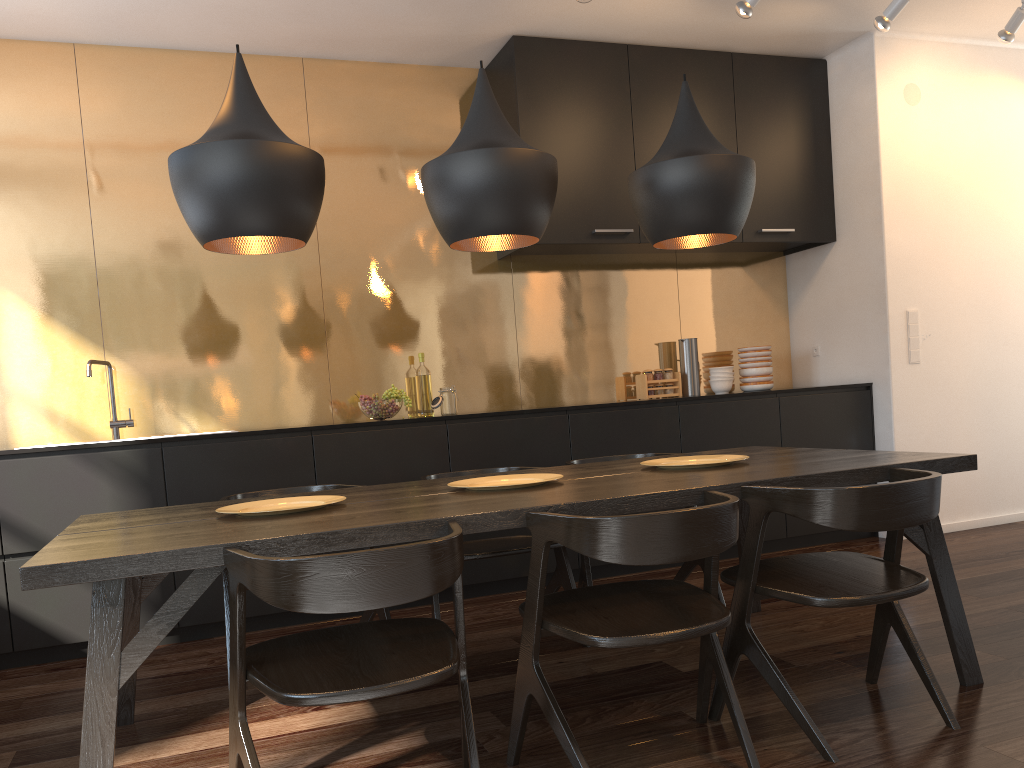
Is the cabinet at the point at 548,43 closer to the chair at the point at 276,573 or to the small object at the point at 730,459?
the small object at the point at 730,459

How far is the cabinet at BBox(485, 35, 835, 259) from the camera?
4.7 meters

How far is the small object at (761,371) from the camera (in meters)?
5.28

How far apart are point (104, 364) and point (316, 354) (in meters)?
1.03

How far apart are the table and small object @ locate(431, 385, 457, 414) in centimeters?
151cm

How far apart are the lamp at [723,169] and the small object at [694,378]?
2.2 meters

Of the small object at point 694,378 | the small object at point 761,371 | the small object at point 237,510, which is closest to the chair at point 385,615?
the small object at point 237,510

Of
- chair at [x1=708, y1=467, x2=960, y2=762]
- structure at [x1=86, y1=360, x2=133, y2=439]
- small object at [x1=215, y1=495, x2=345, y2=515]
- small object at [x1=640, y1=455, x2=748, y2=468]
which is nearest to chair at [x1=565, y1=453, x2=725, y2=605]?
small object at [x1=640, y1=455, x2=748, y2=468]

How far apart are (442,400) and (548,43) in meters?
2.0

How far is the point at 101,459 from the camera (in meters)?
3.66
